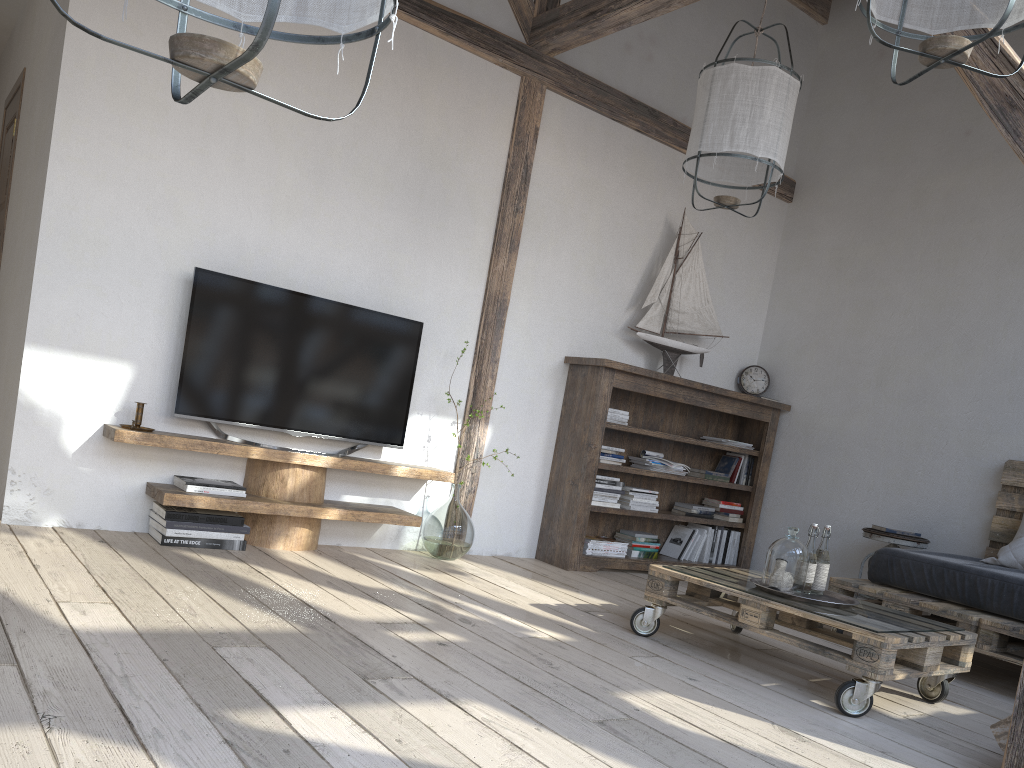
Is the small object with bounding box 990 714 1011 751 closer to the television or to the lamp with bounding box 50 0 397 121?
the lamp with bounding box 50 0 397 121

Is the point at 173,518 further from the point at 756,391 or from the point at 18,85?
the point at 756,391

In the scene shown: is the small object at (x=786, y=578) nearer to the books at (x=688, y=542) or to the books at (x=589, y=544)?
the books at (x=589, y=544)

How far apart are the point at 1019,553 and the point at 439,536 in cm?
272

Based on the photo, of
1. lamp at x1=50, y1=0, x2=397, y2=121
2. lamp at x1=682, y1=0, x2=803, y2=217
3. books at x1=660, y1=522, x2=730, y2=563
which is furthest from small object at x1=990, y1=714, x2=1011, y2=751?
books at x1=660, y1=522, x2=730, y2=563

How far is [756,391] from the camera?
5.8 meters

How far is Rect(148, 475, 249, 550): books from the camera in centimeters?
357cm

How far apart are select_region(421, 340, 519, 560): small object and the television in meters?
0.4

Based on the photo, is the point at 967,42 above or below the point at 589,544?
above

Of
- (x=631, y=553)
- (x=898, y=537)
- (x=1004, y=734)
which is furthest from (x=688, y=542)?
(x=1004, y=734)
